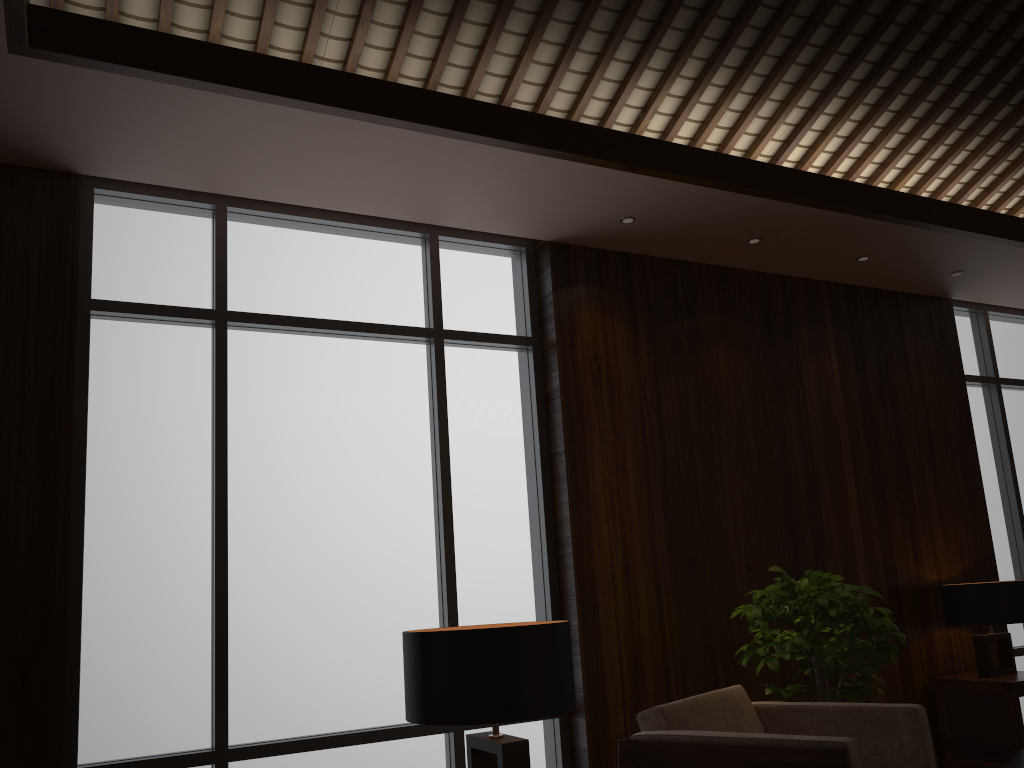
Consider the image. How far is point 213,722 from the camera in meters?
3.4 m

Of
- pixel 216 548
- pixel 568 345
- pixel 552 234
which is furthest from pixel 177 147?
pixel 568 345

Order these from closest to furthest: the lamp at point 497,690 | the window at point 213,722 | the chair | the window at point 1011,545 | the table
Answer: the lamp at point 497,690 → the chair → the window at point 213,722 → the table → the window at point 1011,545

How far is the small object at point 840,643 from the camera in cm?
356

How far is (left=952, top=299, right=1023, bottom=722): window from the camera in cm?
579

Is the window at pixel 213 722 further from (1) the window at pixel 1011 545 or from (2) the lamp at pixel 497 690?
(1) the window at pixel 1011 545

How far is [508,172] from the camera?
3.73m

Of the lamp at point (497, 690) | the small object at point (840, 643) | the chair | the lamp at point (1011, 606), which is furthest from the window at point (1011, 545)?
the lamp at point (497, 690)

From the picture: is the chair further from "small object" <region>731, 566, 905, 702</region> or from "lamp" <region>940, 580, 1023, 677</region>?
"lamp" <region>940, 580, 1023, 677</region>

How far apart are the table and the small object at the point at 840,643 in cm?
92
